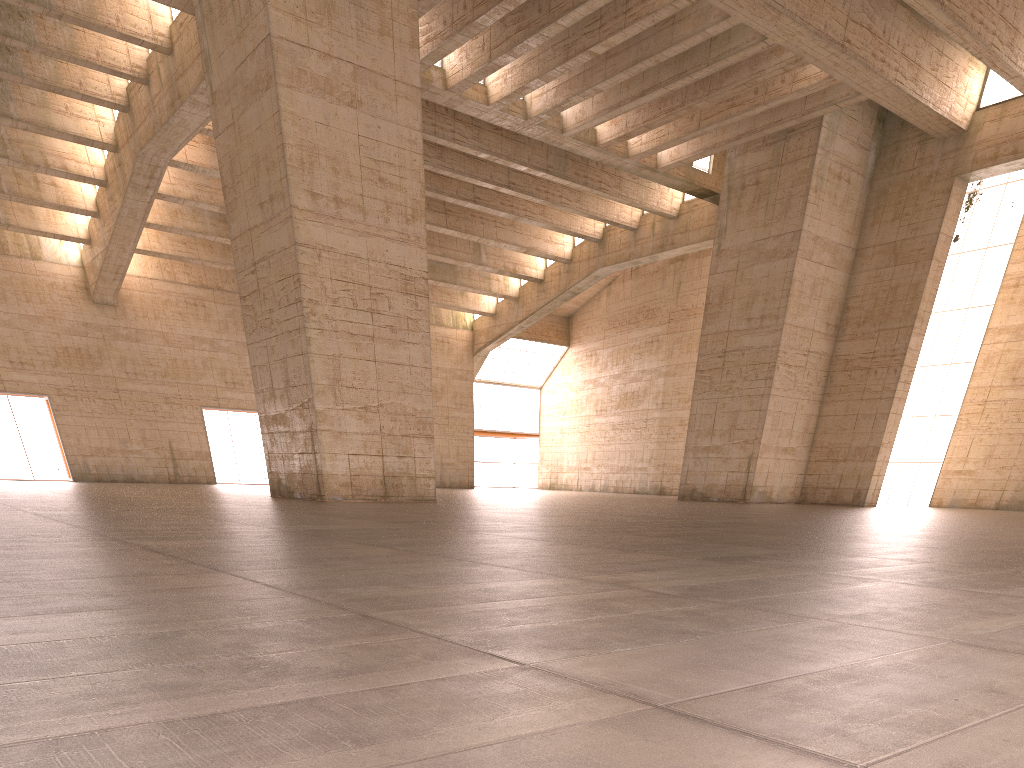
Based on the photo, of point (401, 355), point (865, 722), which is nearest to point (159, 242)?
point (401, 355)

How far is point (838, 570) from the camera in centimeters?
612cm
